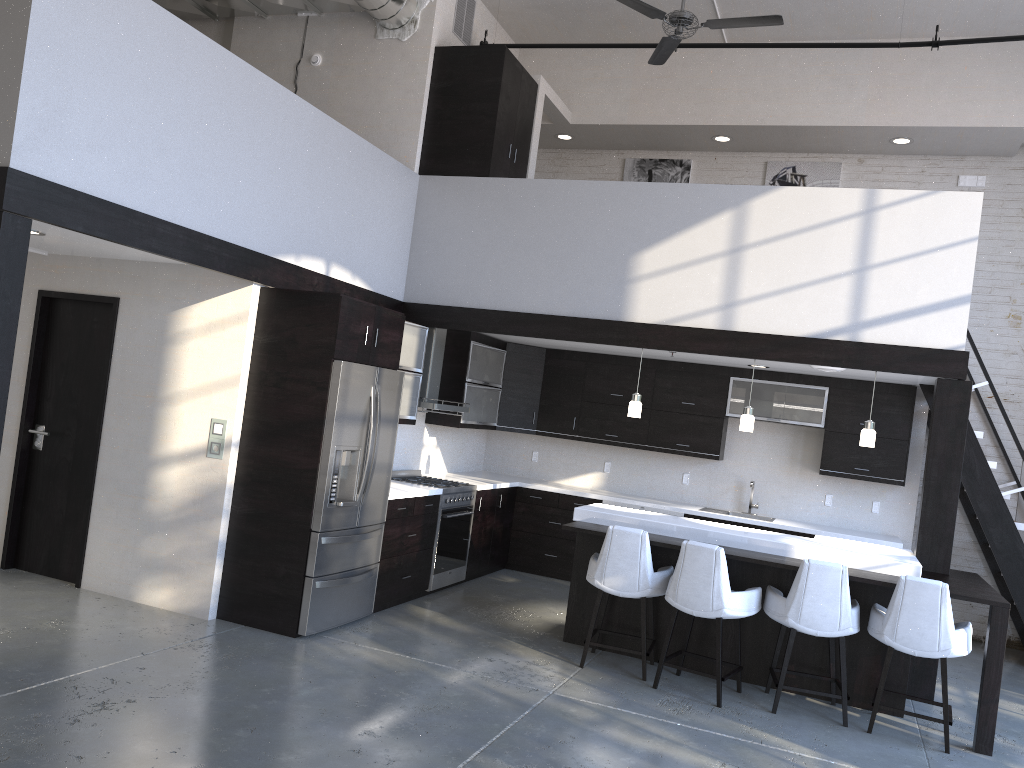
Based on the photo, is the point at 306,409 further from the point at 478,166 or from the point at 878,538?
the point at 878,538

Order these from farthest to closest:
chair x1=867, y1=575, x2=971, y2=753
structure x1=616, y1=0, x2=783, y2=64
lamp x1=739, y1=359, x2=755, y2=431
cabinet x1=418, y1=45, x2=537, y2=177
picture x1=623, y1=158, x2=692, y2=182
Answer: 1. picture x1=623, y1=158, x2=692, y2=182
2. cabinet x1=418, y1=45, x2=537, y2=177
3. lamp x1=739, y1=359, x2=755, y2=431
4. structure x1=616, y1=0, x2=783, y2=64
5. chair x1=867, y1=575, x2=971, y2=753

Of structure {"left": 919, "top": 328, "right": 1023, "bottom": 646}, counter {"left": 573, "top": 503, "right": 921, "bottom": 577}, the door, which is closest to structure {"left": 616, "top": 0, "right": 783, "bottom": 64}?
structure {"left": 919, "top": 328, "right": 1023, "bottom": 646}

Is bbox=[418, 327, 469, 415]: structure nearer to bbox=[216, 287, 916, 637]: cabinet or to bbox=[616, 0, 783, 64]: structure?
bbox=[216, 287, 916, 637]: cabinet

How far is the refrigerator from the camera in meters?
5.6 m

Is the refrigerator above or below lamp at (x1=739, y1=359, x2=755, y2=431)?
below

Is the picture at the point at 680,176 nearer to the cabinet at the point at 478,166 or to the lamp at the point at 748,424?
the cabinet at the point at 478,166

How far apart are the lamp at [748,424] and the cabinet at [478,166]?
2.9m

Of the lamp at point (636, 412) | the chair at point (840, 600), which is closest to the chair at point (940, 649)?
the chair at point (840, 600)

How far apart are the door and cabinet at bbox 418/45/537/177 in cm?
283
